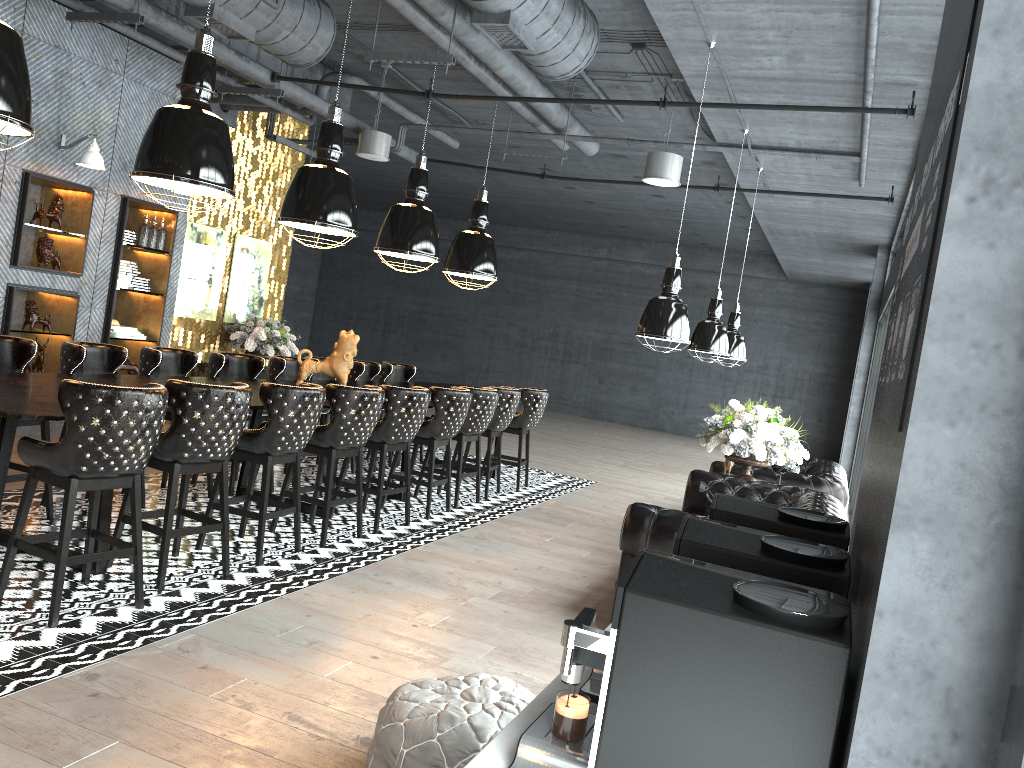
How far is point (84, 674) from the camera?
3.5m

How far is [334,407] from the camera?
5.9m

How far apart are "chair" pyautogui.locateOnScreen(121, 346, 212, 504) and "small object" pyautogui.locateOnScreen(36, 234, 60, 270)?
2.1m

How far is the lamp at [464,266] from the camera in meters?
9.2

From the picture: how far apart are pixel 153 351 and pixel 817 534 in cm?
540

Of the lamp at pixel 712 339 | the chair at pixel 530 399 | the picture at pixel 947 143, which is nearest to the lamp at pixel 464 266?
the chair at pixel 530 399

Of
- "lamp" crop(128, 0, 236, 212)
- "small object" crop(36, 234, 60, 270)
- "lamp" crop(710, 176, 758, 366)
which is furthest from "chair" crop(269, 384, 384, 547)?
"lamp" crop(710, 176, 758, 366)

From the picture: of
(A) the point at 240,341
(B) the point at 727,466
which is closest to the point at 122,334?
(A) the point at 240,341

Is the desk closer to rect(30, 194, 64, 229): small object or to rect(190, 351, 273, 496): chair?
rect(190, 351, 273, 496): chair

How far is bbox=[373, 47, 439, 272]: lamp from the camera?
7.8 meters
